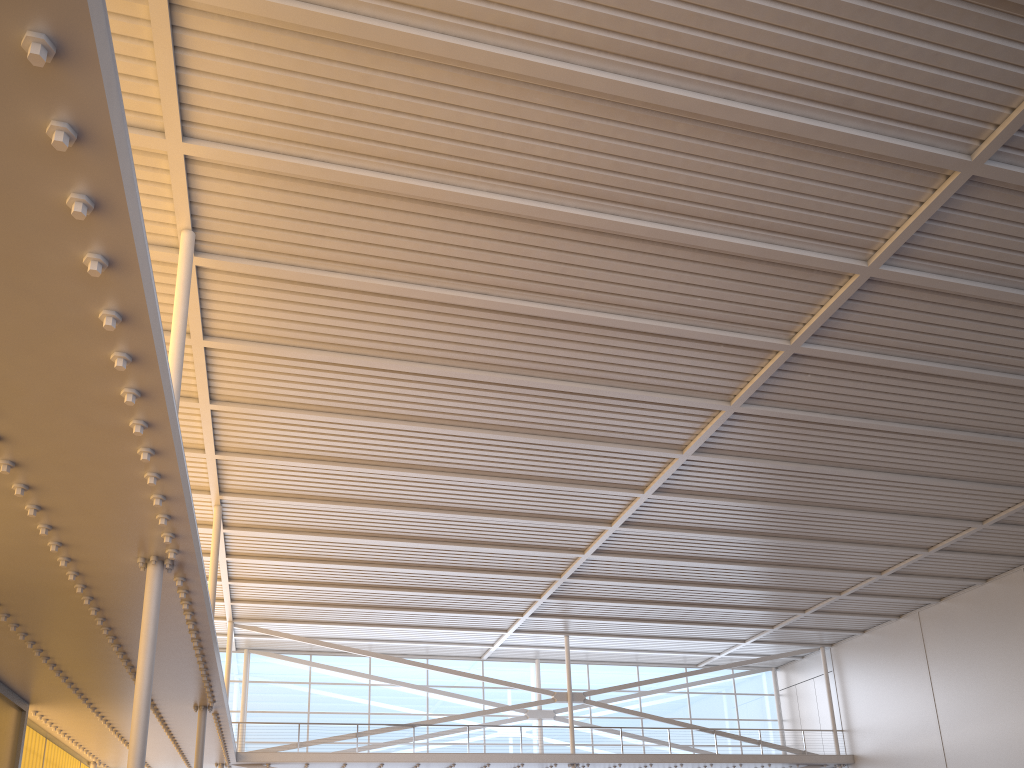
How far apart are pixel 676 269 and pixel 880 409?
7.08m
